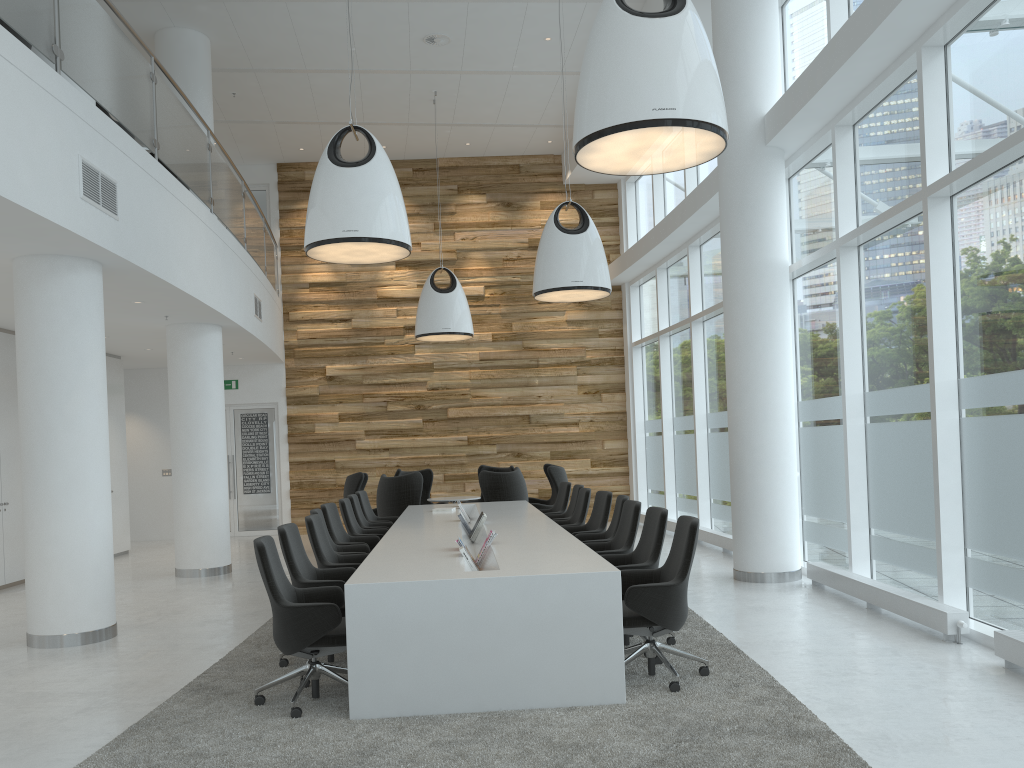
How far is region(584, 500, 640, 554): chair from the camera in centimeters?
676cm

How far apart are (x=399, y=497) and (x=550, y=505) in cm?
238

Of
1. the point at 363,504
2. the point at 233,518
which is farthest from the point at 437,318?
the point at 233,518

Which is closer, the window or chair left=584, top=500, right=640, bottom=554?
the window

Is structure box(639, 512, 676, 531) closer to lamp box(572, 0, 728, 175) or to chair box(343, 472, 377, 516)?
chair box(343, 472, 377, 516)

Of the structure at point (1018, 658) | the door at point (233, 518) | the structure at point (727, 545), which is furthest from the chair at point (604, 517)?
the door at point (233, 518)

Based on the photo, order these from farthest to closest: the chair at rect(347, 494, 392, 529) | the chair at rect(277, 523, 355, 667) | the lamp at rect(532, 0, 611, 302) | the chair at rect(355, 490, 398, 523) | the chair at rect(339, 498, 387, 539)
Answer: the chair at rect(355, 490, 398, 523) → the chair at rect(347, 494, 392, 529) → the lamp at rect(532, 0, 611, 302) → the chair at rect(339, 498, 387, 539) → the chair at rect(277, 523, 355, 667)

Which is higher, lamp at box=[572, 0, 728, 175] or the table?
lamp at box=[572, 0, 728, 175]

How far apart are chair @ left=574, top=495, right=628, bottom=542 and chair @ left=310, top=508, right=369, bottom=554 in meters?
1.9

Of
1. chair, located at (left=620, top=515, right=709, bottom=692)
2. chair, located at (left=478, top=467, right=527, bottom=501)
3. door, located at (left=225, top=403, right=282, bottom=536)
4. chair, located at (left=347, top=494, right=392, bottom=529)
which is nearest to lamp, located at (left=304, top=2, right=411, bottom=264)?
chair, located at (left=347, top=494, right=392, bottom=529)
